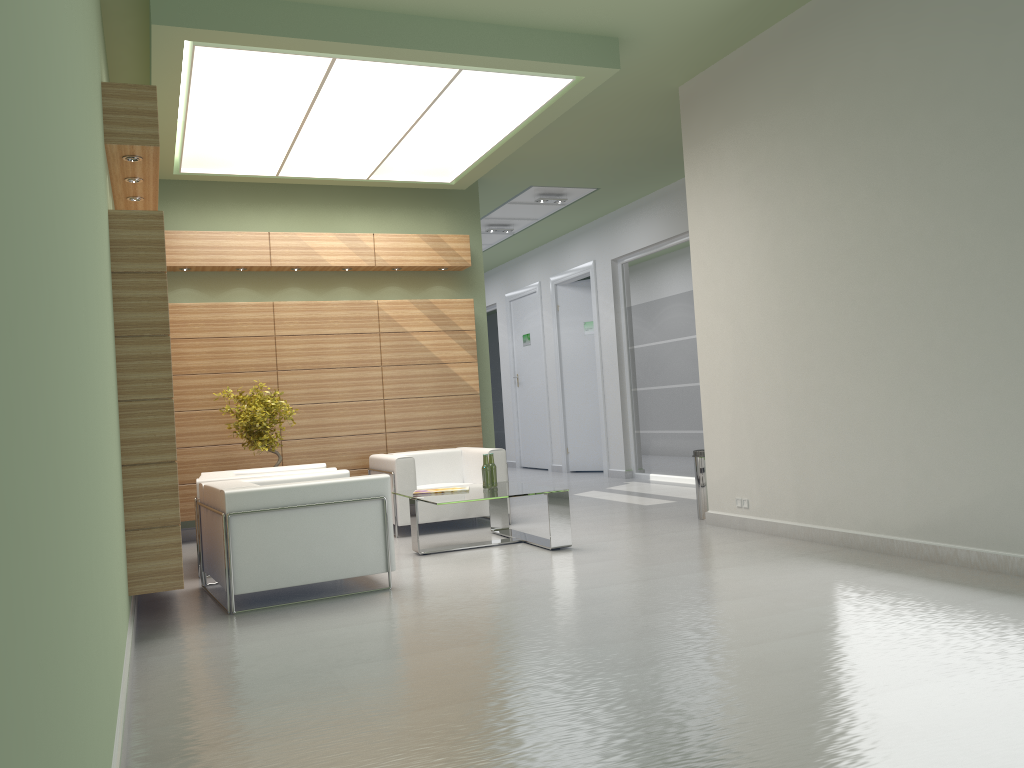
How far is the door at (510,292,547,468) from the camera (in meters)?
25.70

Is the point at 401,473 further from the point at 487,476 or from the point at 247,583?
the point at 247,583

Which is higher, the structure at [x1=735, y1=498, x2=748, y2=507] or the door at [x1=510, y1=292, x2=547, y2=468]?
the door at [x1=510, y1=292, x2=547, y2=468]

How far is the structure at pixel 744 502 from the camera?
11.9m

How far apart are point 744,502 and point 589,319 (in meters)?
12.12

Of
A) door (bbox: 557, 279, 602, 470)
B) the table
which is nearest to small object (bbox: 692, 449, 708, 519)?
the table

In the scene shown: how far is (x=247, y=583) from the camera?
8.8 meters

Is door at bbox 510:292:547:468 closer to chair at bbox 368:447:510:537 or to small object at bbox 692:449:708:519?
chair at bbox 368:447:510:537

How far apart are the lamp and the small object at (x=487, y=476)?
4.9m

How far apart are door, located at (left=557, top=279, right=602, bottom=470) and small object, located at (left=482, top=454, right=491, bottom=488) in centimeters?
1150cm
